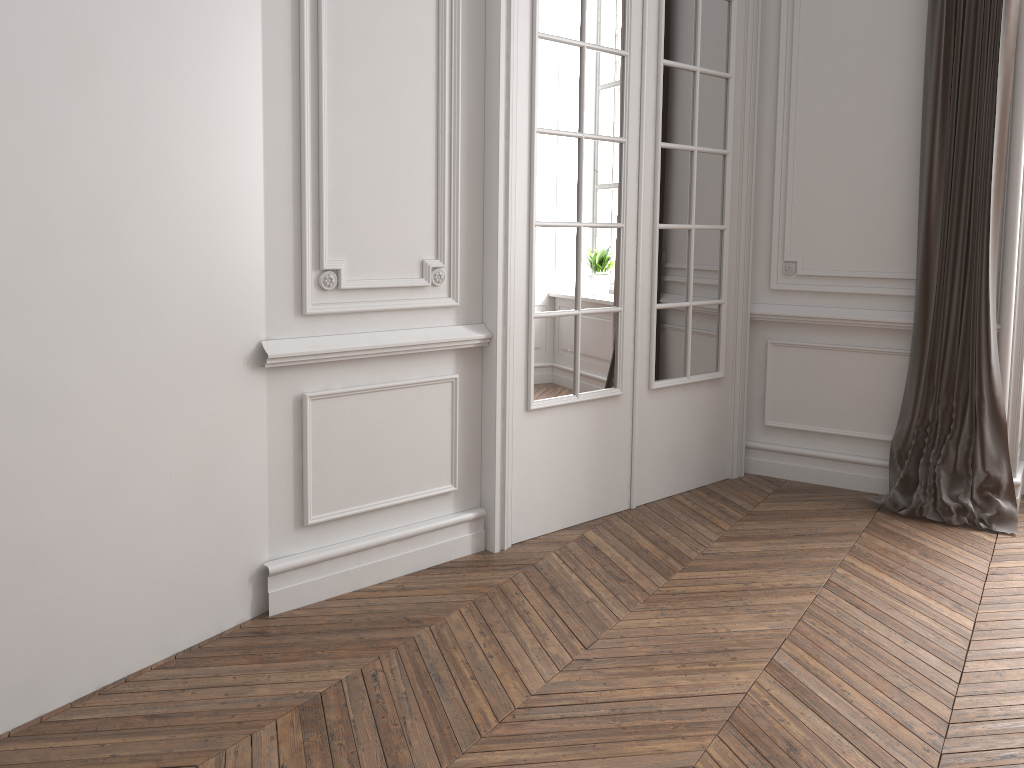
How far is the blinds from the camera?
3.49m

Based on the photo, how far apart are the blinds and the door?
0.7 meters

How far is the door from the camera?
3.1m

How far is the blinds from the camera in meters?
3.5

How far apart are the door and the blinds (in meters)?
0.67

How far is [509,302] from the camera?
3.1 meters

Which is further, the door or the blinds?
the blinds
